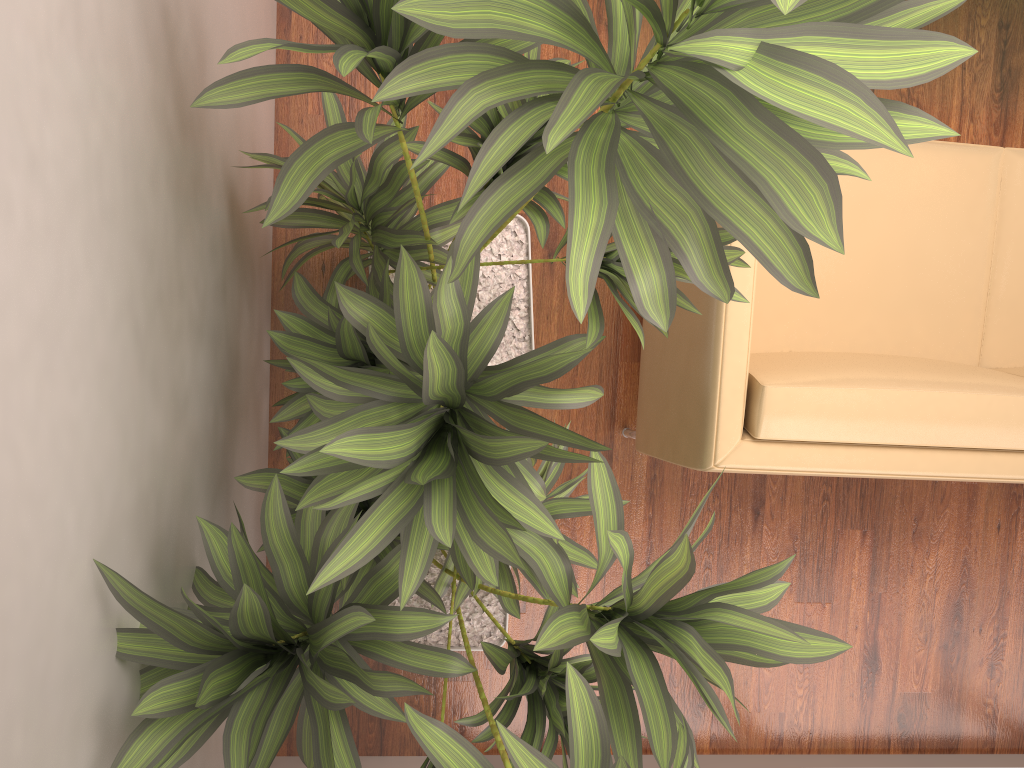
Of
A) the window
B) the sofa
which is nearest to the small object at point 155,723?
the sofa

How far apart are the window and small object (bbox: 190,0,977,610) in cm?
120

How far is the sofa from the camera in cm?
194

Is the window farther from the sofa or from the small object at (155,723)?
the sofa

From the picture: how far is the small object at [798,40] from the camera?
0.9m

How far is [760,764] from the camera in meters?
2.7 m

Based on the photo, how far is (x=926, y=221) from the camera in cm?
237

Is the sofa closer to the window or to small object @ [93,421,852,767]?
small object @ [93,421,852,767]

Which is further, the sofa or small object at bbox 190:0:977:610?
the sofa

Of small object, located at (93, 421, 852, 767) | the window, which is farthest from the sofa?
the window
